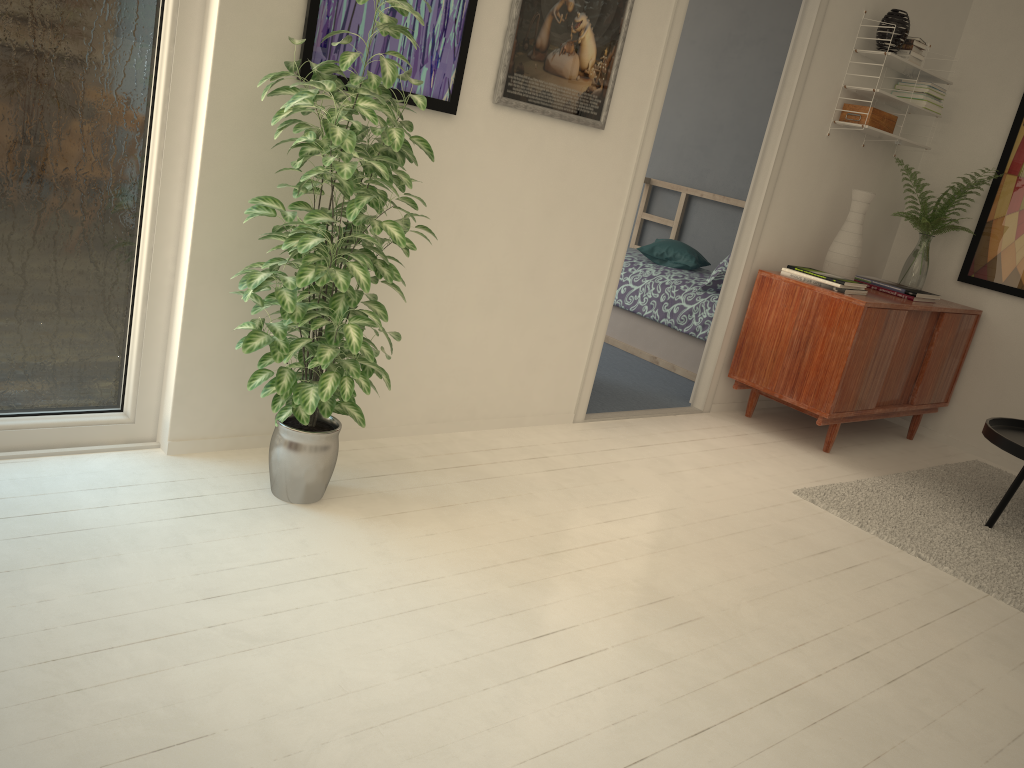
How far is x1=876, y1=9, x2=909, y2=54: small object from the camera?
3.95m

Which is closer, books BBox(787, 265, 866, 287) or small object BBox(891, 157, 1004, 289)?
books BBox(787, 265, 866, 287)

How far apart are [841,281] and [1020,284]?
1.3 meters

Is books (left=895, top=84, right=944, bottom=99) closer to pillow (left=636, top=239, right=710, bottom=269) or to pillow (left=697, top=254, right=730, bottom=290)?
pillow (left=697, top=254, right=730, bottom=290)

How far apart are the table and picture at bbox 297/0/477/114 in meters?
2.4

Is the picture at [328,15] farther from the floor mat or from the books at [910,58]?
the books at [910,58]

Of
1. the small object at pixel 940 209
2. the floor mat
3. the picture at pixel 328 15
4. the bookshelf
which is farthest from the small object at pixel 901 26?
the picture at pixel 328 15

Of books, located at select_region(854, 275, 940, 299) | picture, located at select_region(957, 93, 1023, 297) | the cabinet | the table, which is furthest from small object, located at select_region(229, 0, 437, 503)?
picture, located at select_region(957, 93, 1023, 297)

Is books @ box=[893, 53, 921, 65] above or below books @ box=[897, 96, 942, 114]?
above

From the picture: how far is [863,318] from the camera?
3.77m
